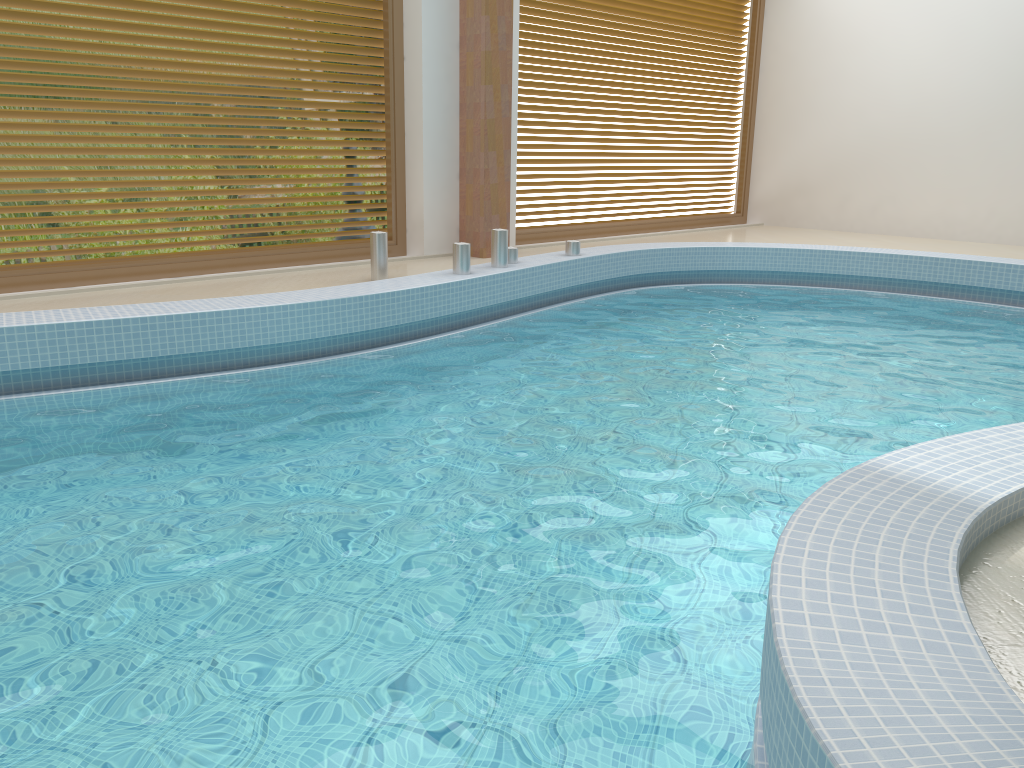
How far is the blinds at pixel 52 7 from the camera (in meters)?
5.34

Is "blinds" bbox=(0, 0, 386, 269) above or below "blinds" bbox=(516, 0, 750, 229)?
below

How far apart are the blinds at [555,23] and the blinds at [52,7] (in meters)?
1.59

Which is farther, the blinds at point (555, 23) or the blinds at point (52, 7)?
the blinds at point (555, 23)

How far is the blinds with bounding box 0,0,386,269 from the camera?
5.3 meters

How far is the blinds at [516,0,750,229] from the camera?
8.3 meters

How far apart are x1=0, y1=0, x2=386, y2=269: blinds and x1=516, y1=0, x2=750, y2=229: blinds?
1.6m

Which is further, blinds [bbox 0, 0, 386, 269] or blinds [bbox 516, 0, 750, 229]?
blinds [bbox 516, 0, 750, 229]
